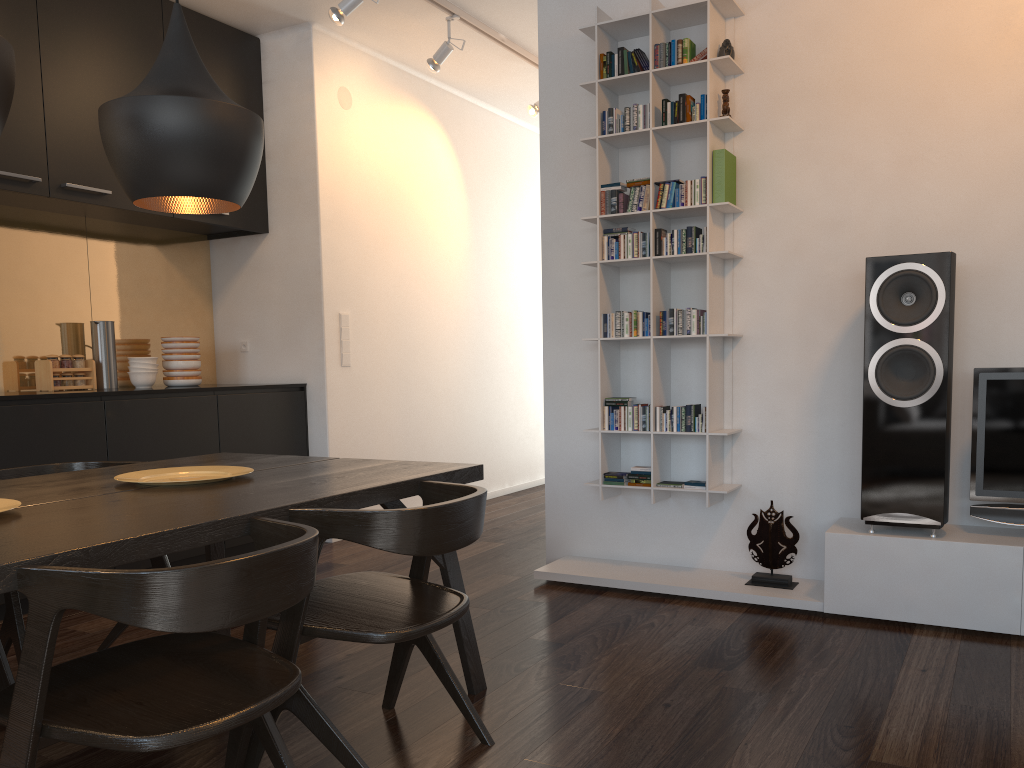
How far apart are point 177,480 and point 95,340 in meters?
2.4

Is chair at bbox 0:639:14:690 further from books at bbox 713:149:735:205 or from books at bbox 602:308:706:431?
books at bbox 713:149:735:205

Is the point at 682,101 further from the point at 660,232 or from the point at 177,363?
the point at 177,363

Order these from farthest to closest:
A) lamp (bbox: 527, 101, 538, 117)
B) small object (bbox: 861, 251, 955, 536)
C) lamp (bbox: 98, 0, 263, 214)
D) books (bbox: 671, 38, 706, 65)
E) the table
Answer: lamp (bbox: 527, 101, 538, 117)
books (bbox: 671, 38, 706, 65)
small object (bbox: 861, 251, 955, 536)
lamp (bbox: 98, 0, 263, 214)
the table

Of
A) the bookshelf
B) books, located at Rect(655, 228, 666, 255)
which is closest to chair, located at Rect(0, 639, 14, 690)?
the bookshelf

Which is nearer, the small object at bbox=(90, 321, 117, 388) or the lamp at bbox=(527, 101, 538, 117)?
the small object at bbox=(90, 321, 117, 388)

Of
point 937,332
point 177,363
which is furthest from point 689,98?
point 177,363

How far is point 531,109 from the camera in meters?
5.6

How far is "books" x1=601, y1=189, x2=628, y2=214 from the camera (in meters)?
3.79

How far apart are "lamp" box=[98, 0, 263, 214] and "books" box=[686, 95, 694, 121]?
1.91m
